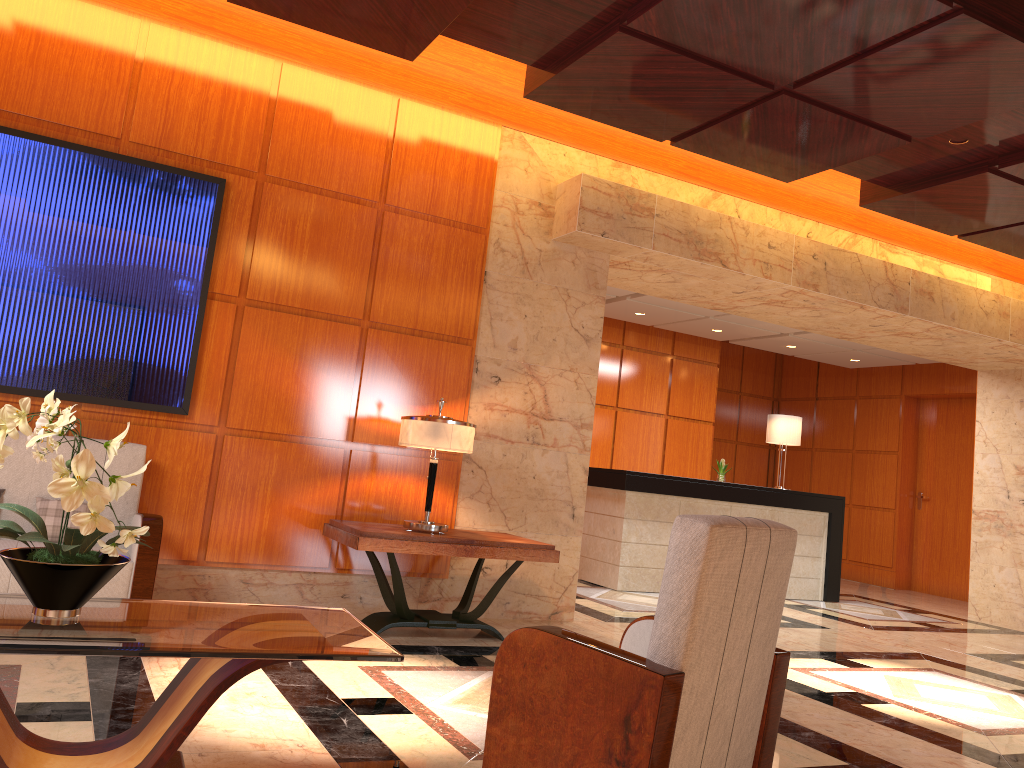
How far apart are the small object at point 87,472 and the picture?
2.40m

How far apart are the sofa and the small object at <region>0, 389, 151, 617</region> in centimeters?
184cm

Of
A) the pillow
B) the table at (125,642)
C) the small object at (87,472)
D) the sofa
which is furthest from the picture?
the table at (125,642)

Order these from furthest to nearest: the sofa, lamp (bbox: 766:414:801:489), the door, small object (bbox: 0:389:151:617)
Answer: the door
lamp (bbox: 766:414:801:489)
the sofa
small object (bbox: 0:389:151:617)

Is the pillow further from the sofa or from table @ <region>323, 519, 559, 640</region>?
table @ <region>323, 519, 559, 640</region>

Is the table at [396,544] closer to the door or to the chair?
the chair

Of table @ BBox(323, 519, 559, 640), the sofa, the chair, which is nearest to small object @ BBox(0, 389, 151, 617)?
the chair

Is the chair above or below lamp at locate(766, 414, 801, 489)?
below

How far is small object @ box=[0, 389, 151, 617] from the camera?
2.2m

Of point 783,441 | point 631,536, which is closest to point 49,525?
point 631,536
